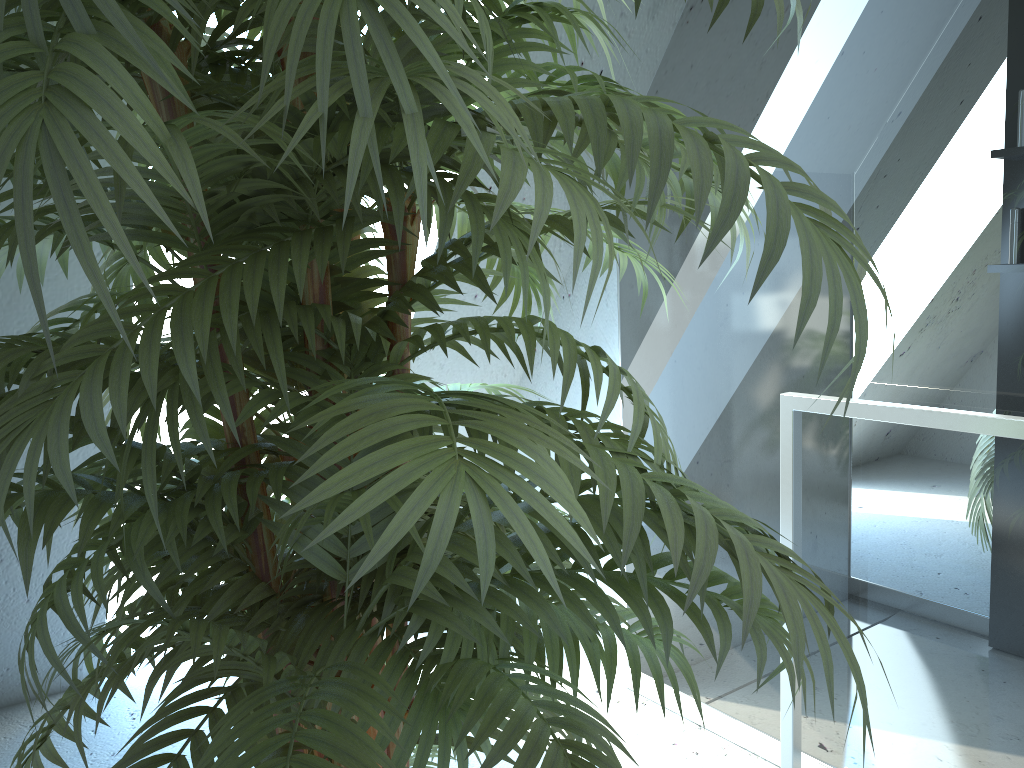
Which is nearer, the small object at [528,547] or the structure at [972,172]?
the small object at [528,547]

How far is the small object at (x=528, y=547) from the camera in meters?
0.4 m

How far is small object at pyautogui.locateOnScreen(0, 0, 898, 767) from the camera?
0.4 meters

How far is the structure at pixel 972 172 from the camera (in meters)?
1.49

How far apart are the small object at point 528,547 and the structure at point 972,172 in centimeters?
58cm
